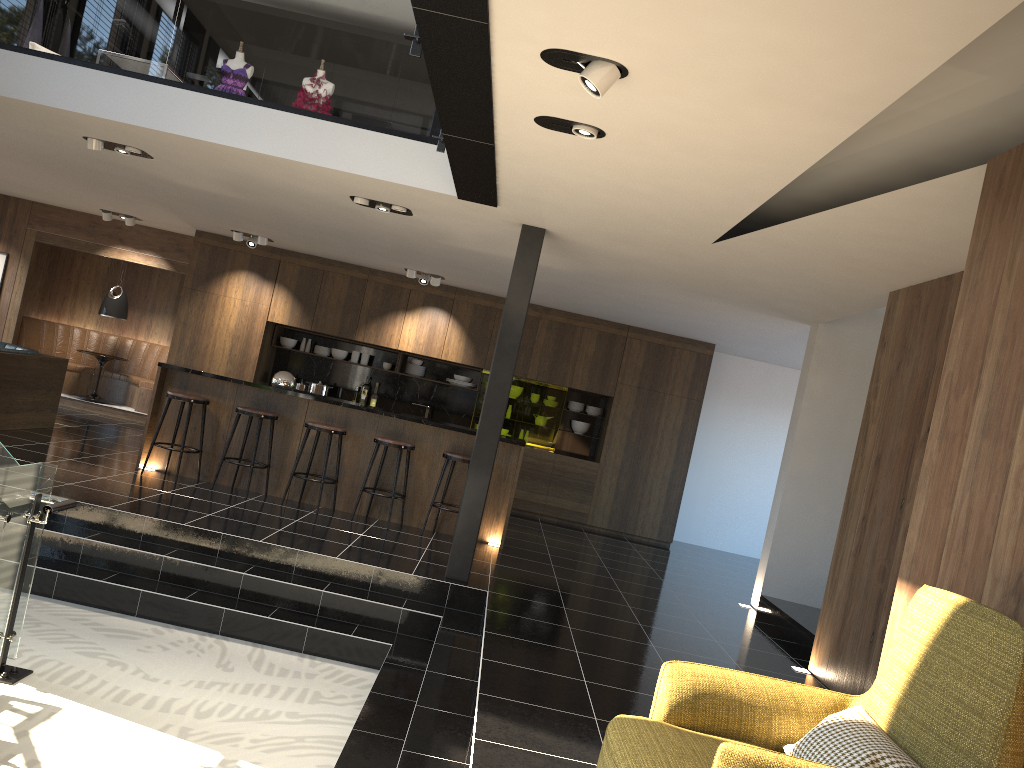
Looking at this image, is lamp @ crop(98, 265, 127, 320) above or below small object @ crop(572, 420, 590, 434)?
above

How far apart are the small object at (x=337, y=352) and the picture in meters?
4.9 m

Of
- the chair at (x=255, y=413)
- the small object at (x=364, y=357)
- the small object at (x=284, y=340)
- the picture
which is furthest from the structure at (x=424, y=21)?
the picture

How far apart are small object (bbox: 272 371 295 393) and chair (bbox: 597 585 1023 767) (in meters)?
6.32

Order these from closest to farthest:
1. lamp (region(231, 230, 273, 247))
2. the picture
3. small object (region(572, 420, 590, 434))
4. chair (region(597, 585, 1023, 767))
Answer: chair (region(597, 585, 1023, 767)) < lamp (region(231, 230, 273, 247)) < small object (region(572, 420, 590, 434)) < the picture

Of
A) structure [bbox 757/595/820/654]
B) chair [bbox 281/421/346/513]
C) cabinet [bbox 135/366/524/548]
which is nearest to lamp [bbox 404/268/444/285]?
cabinet [bbox 135/366/524/548]

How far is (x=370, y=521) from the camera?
8.3 meters

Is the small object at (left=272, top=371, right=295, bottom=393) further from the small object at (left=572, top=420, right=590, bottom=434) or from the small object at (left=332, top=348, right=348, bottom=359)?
the small object at (left=572, top=420, right=590, bottom=434)

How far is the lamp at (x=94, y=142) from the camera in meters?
7.0 m

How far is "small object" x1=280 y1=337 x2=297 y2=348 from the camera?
12.0 meters
